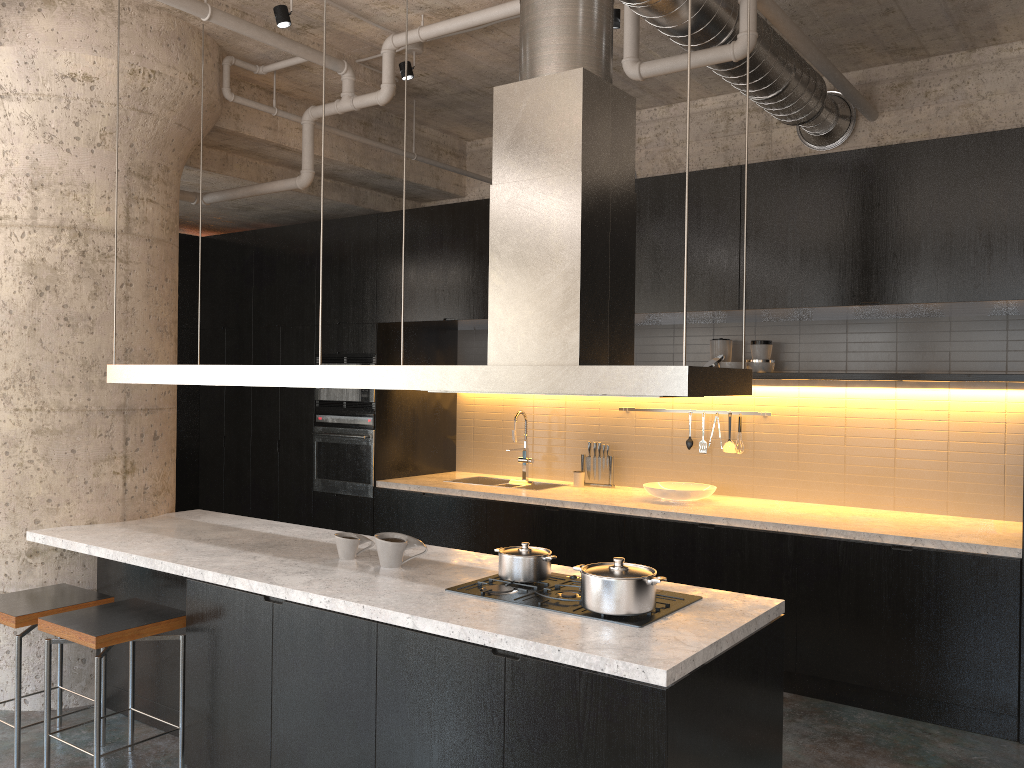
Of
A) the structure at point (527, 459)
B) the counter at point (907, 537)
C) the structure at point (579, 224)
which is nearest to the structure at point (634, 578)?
the structure at point (579, 224)

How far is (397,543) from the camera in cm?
367

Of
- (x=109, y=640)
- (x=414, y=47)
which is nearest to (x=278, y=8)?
(x=414, y=47)

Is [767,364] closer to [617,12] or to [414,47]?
[617,12]

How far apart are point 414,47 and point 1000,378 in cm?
387

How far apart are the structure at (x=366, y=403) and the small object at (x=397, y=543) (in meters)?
3.00

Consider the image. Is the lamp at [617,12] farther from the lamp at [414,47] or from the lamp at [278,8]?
the lamp at [278,8]

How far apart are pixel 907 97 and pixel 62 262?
5.1 meters

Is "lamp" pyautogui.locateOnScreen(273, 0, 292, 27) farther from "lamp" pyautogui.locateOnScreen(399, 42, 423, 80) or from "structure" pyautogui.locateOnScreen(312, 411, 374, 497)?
"structure" pyautogui.locateOnScreen(312, 411, 374, 497)

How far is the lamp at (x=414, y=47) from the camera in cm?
529
